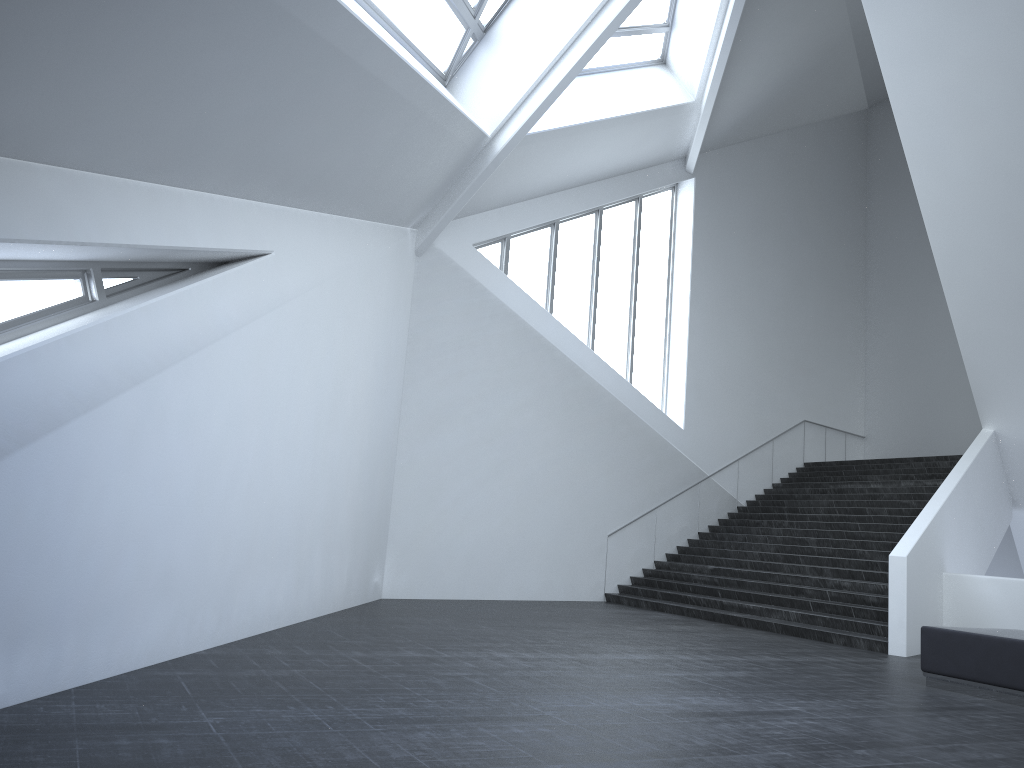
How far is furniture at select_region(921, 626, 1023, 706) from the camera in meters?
7.9 m

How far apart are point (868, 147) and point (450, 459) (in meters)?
18.74

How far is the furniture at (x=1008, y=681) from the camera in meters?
7.9 m

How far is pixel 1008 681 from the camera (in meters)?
7.89
